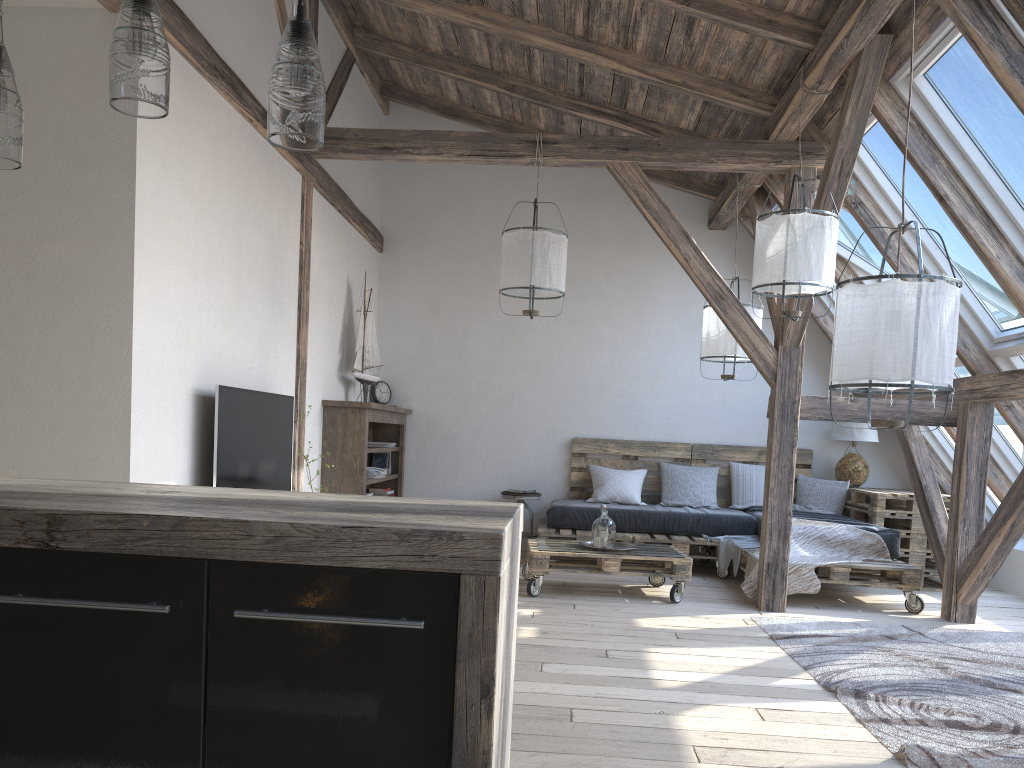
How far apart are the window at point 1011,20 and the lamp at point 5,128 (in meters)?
3.50

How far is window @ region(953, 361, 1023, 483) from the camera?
5.9 meters

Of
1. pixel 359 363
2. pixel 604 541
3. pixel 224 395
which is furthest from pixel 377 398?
pixel 224 395

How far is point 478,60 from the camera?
6.38m

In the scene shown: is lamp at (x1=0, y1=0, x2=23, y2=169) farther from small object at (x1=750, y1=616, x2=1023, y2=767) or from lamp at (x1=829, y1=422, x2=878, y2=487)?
lamp at (x1=829, y1=422, x2=878, y2=487)

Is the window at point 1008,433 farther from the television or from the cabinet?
the cabinet

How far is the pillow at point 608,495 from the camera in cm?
715

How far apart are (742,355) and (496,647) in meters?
5.1

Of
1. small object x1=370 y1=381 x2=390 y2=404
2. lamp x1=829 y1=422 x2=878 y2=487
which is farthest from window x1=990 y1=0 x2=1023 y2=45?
small object x1=370 y1=381 x2=390 y2=404

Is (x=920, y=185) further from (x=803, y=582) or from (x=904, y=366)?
(x=904, y=366)
